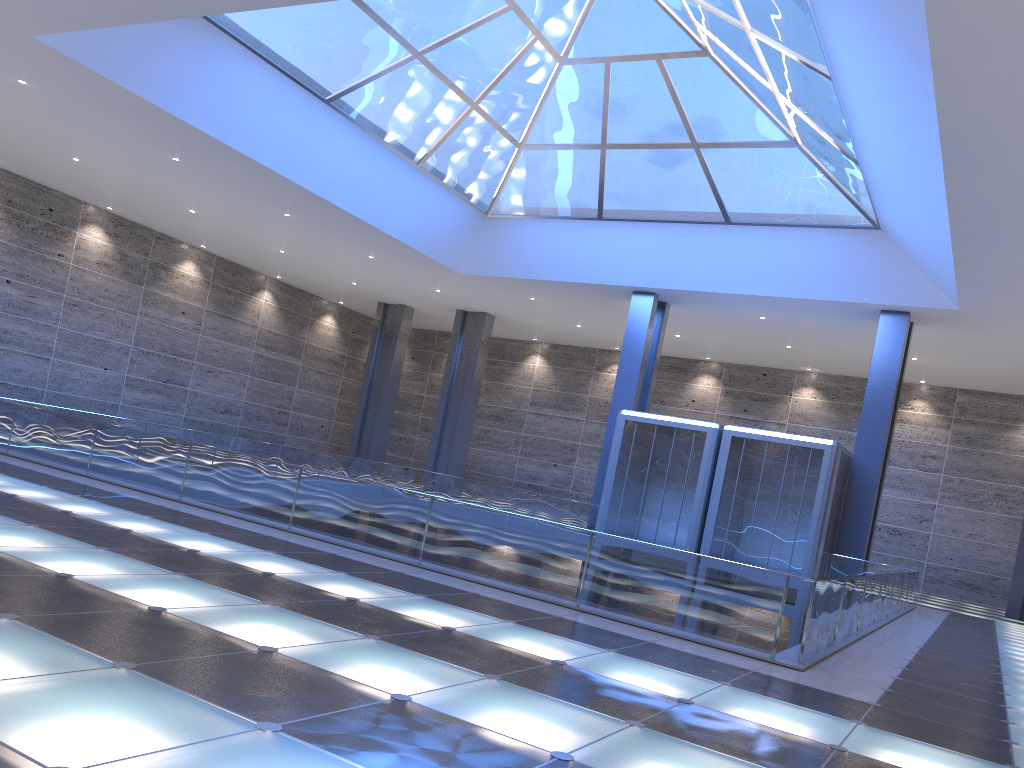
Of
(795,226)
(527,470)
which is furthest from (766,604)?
(527,470)
